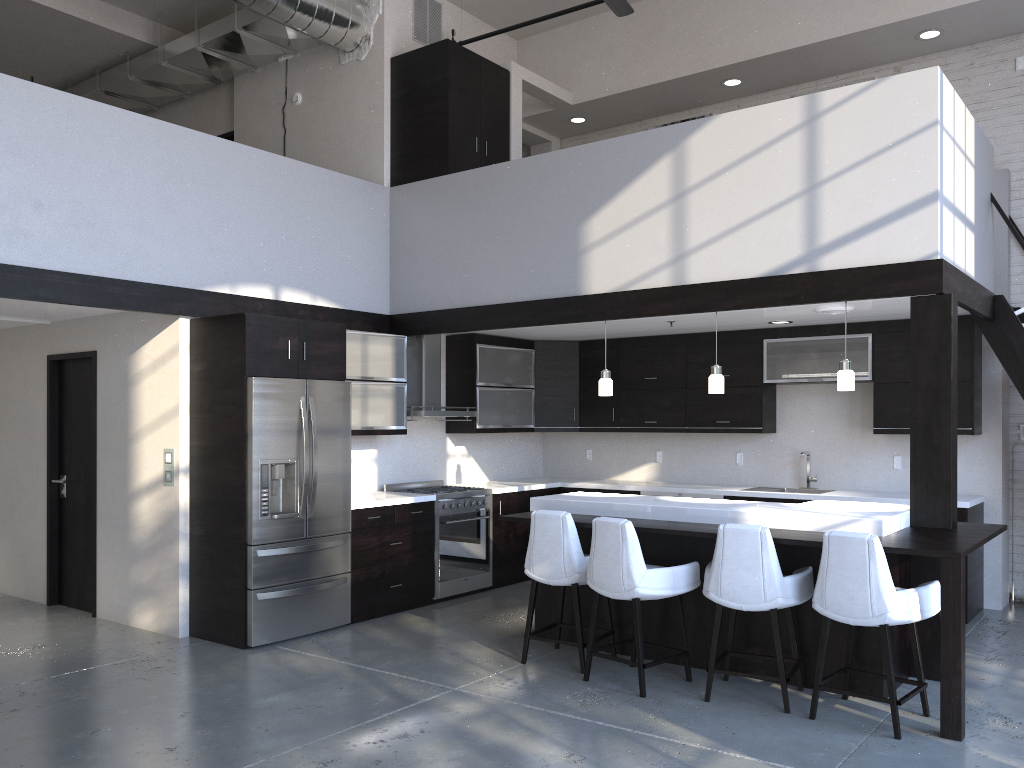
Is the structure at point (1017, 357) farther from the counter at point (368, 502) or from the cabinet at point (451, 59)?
the counter at point (368, 502)

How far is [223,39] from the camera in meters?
8.1 m

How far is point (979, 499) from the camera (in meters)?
6.75

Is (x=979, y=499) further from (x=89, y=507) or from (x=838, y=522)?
(x=89, y=507)

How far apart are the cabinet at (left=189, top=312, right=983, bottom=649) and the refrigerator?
0.1m

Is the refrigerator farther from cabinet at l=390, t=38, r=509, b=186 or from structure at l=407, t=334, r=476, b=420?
cabinet at l=390, t=38, r=509, b=186

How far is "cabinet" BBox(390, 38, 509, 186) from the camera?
7.43m

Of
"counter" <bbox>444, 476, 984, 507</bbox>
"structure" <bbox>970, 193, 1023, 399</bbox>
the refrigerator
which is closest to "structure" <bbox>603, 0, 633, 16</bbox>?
"structure" <bbox>970, 193, 1023, 399</bbox>

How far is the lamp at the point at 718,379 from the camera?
5.9 meters

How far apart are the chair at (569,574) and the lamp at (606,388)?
1.41m
